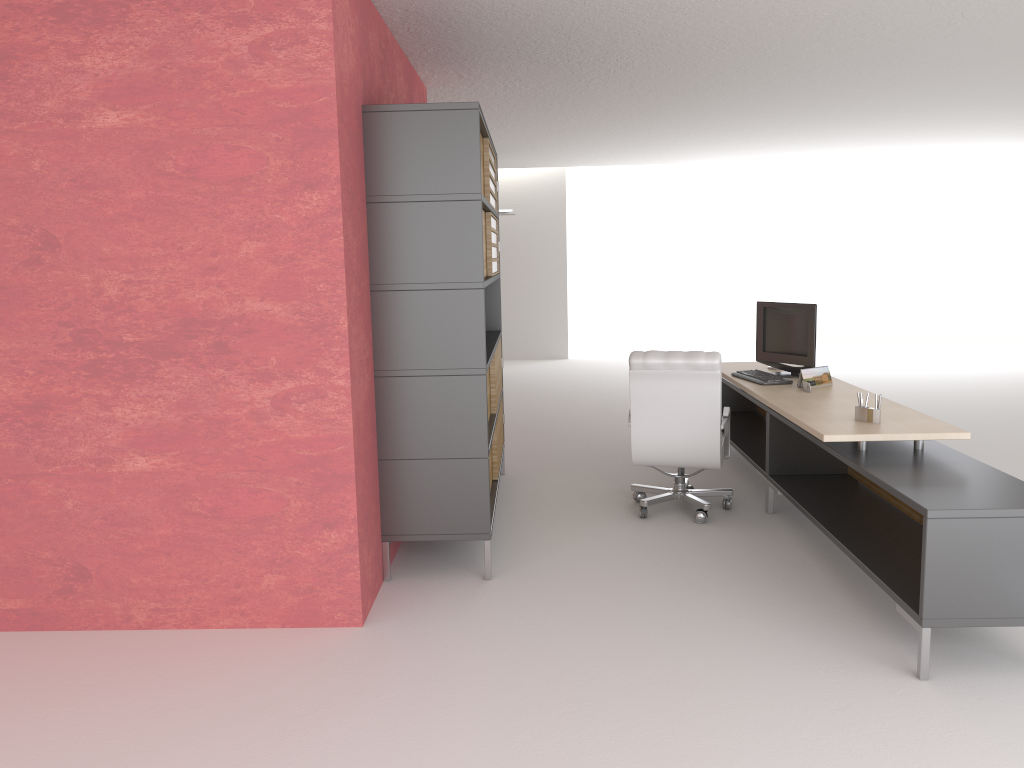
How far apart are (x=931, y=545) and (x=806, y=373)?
3.6m

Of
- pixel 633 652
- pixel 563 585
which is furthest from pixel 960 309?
pixel 633 652

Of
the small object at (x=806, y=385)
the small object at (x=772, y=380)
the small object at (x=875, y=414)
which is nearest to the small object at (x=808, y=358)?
the small object at (x=772, y=380)

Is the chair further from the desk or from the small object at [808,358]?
the small object at [808,358]

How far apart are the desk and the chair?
0.3m

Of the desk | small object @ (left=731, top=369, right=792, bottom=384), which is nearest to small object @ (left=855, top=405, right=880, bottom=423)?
the desk

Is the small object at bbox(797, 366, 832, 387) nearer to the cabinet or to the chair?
the chair

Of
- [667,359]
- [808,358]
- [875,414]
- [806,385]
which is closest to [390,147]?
[667,359]

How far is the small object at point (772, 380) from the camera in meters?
8.8 m

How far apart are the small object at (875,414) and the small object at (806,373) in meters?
1.7 m
